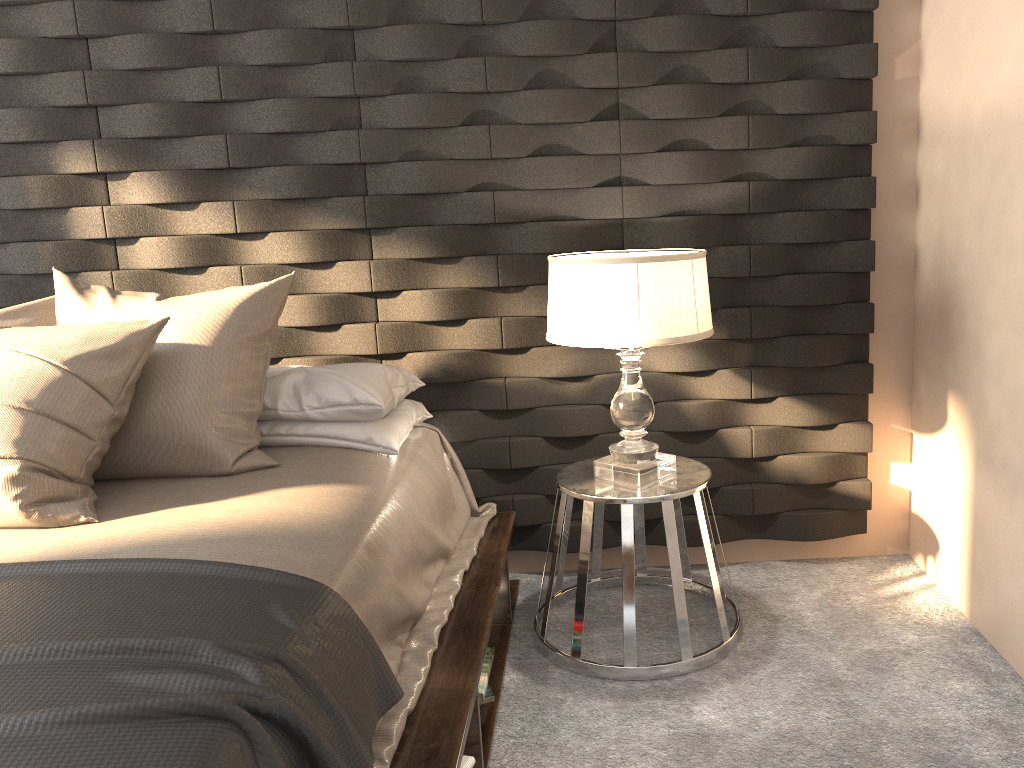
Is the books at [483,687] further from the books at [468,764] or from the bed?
the books at [468,764]

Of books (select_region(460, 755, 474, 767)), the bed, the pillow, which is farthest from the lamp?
books (select_region(460, 755, 474, 767))

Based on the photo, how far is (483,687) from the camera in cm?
221

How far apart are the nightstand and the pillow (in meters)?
0.77

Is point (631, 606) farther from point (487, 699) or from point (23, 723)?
point (23, 723)

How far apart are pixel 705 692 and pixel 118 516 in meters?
1.5

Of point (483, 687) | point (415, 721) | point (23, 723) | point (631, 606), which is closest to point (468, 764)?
point (415, 721)

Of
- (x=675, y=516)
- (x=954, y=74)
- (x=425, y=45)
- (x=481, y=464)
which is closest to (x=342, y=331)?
(x=481, y=464)

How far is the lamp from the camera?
2.2m

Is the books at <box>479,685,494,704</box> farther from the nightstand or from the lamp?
the lamp
